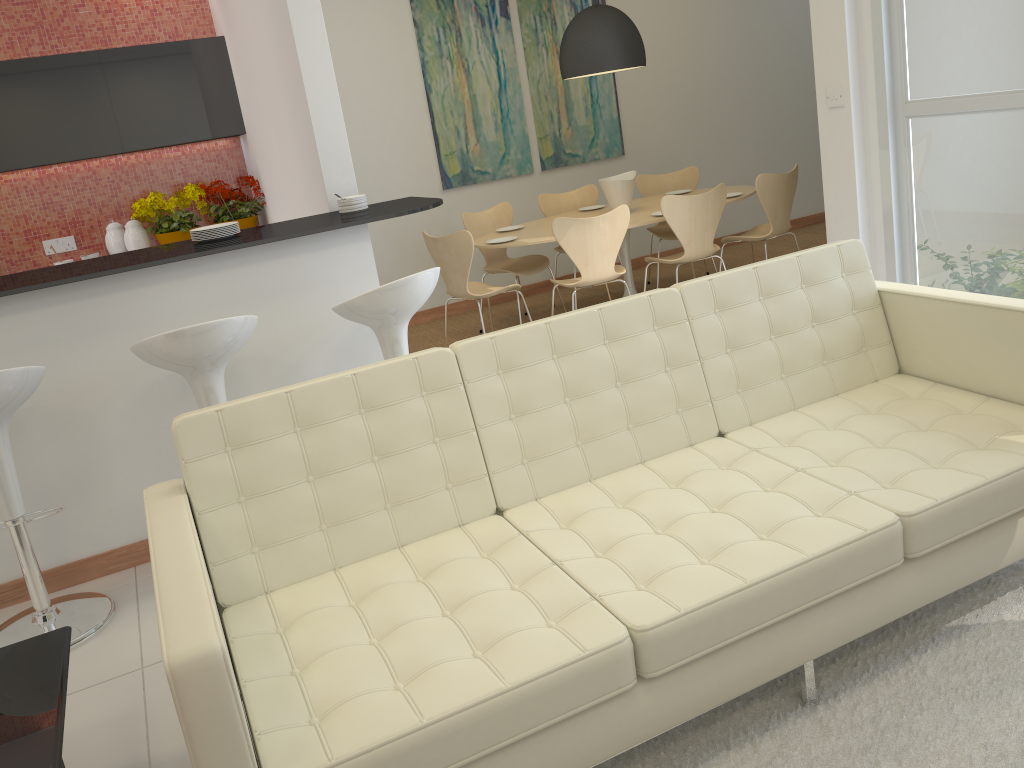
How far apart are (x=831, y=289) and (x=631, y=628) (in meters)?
1.62

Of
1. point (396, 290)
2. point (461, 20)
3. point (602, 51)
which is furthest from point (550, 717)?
point (461, 20)

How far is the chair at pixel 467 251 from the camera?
5.43m

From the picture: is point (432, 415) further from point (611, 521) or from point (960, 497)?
point (960, 497)

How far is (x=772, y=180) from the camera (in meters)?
5.80

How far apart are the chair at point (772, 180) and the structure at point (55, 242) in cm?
453

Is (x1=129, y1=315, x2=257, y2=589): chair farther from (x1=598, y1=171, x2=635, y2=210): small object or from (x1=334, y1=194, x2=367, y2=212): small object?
(x1=598, y1=171, x2=635, y2=210): small object

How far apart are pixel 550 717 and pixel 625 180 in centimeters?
482cm

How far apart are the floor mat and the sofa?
0.03m

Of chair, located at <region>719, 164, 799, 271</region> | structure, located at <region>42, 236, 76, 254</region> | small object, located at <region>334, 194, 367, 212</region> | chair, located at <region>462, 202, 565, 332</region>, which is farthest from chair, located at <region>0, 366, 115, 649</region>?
chair, located at <region>719, 164, 799, 271</region>
